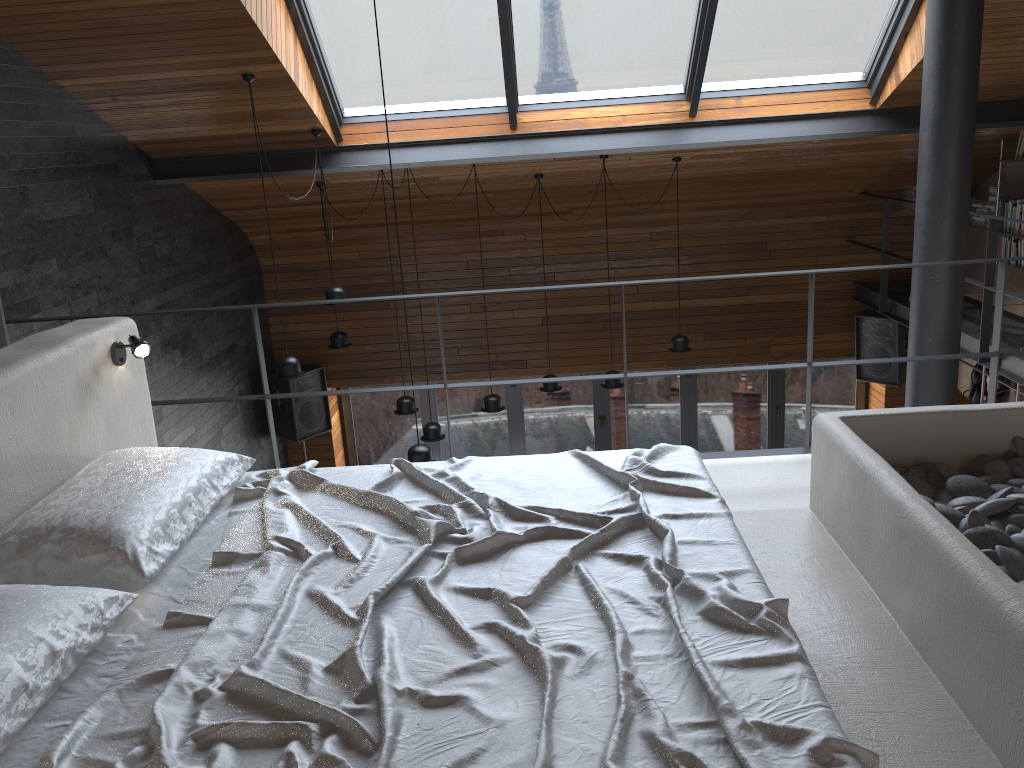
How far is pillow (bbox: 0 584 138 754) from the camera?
1.65m

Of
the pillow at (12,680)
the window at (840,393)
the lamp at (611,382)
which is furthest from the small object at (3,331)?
the window at (840,393)

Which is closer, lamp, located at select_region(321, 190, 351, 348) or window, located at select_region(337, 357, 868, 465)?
lamp, located at select_region(321, 190, 351, 348)

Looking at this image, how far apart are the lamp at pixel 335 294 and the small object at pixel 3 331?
3.0 meters

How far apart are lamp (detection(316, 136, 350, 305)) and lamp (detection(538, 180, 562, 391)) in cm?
215

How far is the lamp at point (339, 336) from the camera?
7.6m

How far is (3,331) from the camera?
3.6m

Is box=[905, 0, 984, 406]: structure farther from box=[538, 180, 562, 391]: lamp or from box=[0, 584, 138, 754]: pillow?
box=[0, 584, 138, 754]: pillow

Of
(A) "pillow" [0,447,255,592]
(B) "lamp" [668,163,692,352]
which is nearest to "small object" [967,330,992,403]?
(B) "lamp" [668,163,692,352]

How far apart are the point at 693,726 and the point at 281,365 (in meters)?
4.66
